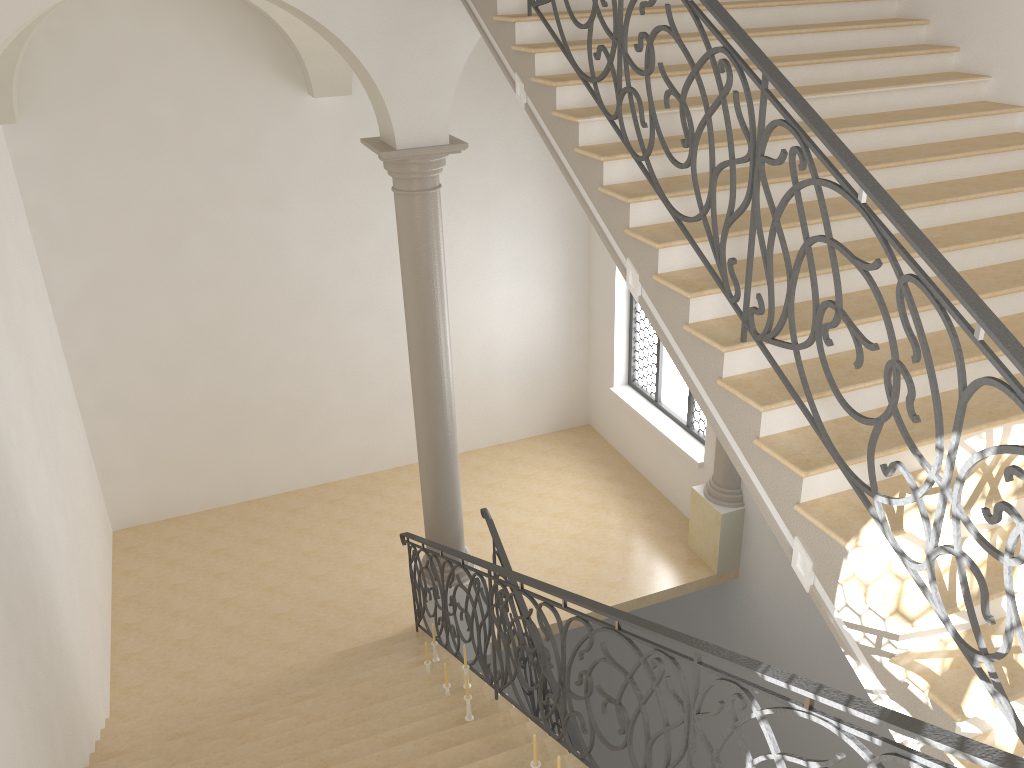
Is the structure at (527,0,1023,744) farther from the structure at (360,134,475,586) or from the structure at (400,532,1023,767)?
the structure at (360,134,475,586)

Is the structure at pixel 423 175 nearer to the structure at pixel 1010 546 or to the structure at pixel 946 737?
the structure at pixel 946 737

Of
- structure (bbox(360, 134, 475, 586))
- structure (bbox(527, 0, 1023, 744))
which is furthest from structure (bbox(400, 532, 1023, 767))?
structure (bbox(527, 0, 1023, 744))

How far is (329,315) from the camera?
11.0 meters

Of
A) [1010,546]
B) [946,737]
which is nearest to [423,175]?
[1010,546]

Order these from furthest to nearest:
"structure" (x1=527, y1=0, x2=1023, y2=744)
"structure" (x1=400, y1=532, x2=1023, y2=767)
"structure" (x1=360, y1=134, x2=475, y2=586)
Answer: "structure" (x1=360, y1=134, x2=475, y2=586), "structure" (x1=527, y1=0, x2=1023, y2=744), "structure" (x1=400, y1=532, x2=1023, y2=767)

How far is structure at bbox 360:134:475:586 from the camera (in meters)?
6.94

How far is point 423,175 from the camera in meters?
6.9 m

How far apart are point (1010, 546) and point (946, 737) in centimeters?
89cm

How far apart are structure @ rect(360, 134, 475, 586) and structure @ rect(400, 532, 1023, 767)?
0.2 meters
